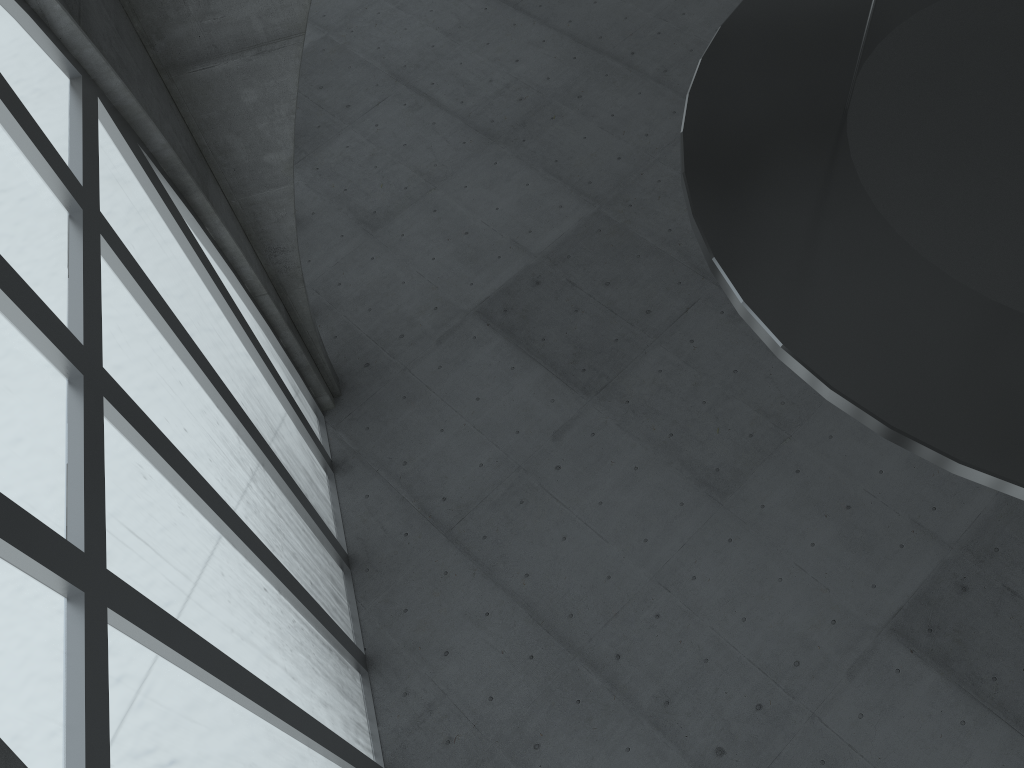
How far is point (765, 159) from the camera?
11.00m
